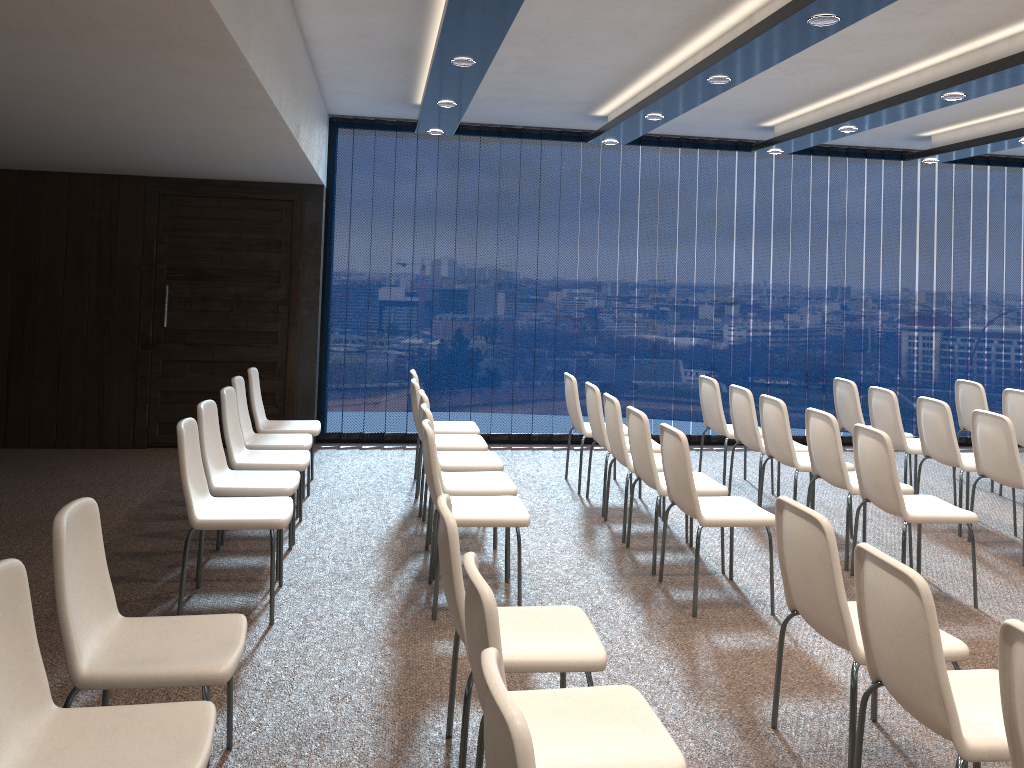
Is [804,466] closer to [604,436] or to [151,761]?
[604,436]

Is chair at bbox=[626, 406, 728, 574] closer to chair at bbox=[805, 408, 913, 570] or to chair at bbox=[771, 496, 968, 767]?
chair at bbox=[805, 408, 913, 570]

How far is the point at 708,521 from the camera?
4.5 meters

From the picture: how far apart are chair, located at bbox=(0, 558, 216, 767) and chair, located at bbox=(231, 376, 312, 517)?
3.63m

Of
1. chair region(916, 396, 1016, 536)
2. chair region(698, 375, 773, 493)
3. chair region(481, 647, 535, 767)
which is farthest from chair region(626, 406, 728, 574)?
chair region(481, 647, 535, 767)

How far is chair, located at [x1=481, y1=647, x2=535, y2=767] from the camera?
1.6m

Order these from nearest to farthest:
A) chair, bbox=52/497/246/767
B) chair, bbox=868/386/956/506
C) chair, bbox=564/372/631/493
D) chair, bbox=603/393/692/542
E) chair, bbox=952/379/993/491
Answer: chair, bbox=52/497/246/767 < chair, bbox=603/393/692/542 < chair, bbox=868/386/956/506 < chair, bbox=564/372/631/493 < chair, bbox=952/379/993/491

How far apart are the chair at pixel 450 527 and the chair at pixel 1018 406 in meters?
5.4 m

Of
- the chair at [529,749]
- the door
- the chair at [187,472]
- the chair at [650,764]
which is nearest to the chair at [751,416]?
the chair at [187,472]

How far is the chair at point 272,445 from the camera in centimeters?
600cm
